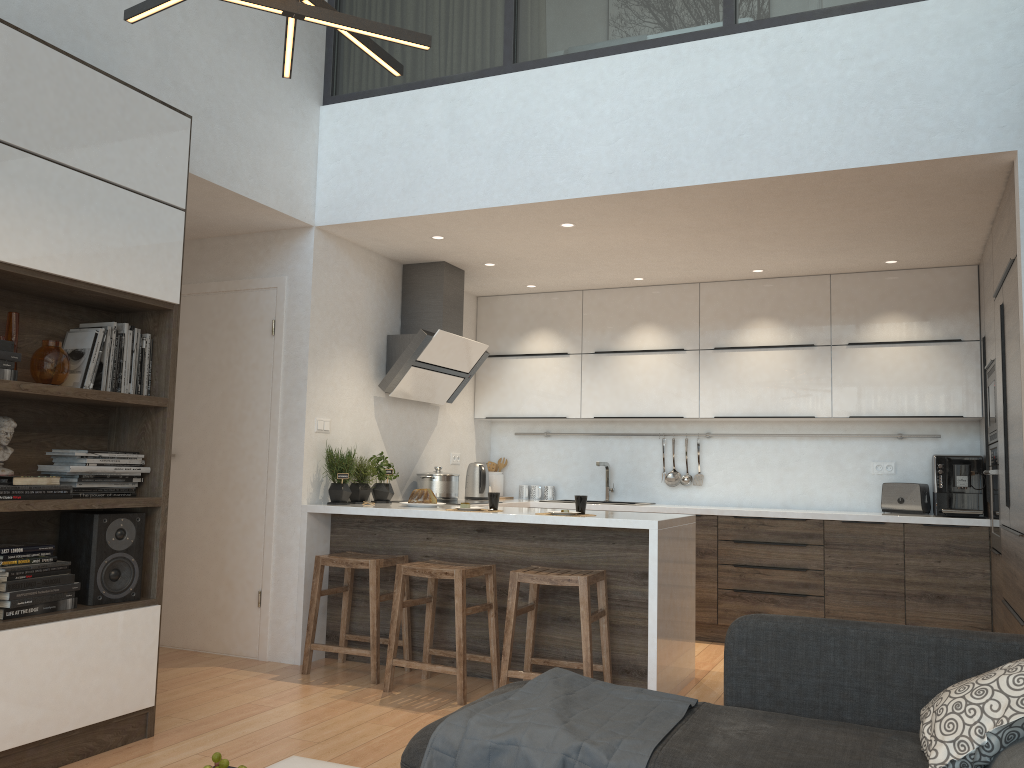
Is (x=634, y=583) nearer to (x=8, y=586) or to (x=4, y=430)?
(x=8, y=586)

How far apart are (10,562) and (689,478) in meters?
4.5 m

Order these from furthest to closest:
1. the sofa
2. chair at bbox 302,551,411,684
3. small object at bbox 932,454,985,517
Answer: small object at bbox 932,454,985,517 → chair at bbox 302,551,411,684 → the sofa

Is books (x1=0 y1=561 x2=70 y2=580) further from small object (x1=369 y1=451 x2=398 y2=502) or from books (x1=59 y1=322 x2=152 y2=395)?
small object (x1=369 y1=451 x2=398 y2=502)

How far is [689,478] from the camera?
6.38m

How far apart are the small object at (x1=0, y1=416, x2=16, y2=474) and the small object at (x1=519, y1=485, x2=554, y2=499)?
4.1m

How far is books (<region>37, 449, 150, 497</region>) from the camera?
3.2 meters

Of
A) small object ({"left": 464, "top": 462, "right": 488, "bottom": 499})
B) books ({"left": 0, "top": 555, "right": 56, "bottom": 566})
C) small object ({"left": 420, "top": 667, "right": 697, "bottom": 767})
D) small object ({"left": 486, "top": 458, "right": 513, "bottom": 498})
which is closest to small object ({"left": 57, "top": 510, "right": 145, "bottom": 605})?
books ({"left": 0, "top": 555, "right": 56, "bottom": 566})

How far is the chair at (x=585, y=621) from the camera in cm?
393

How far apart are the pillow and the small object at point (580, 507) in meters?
2.3 m
